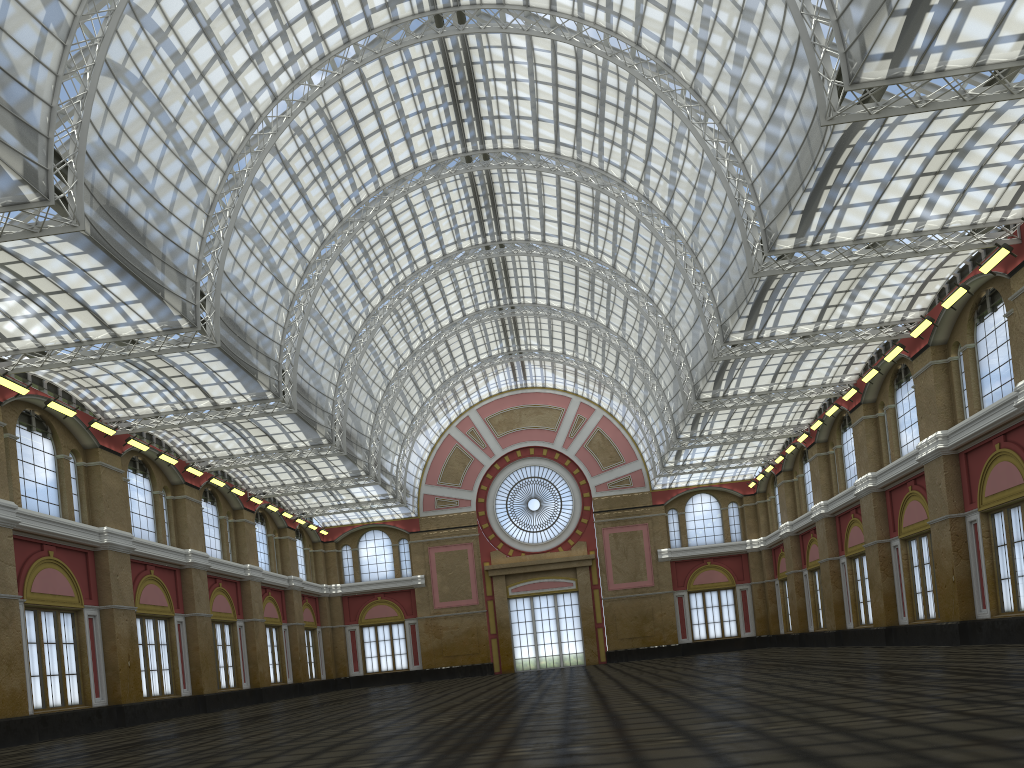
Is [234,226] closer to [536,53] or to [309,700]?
[536,53]
